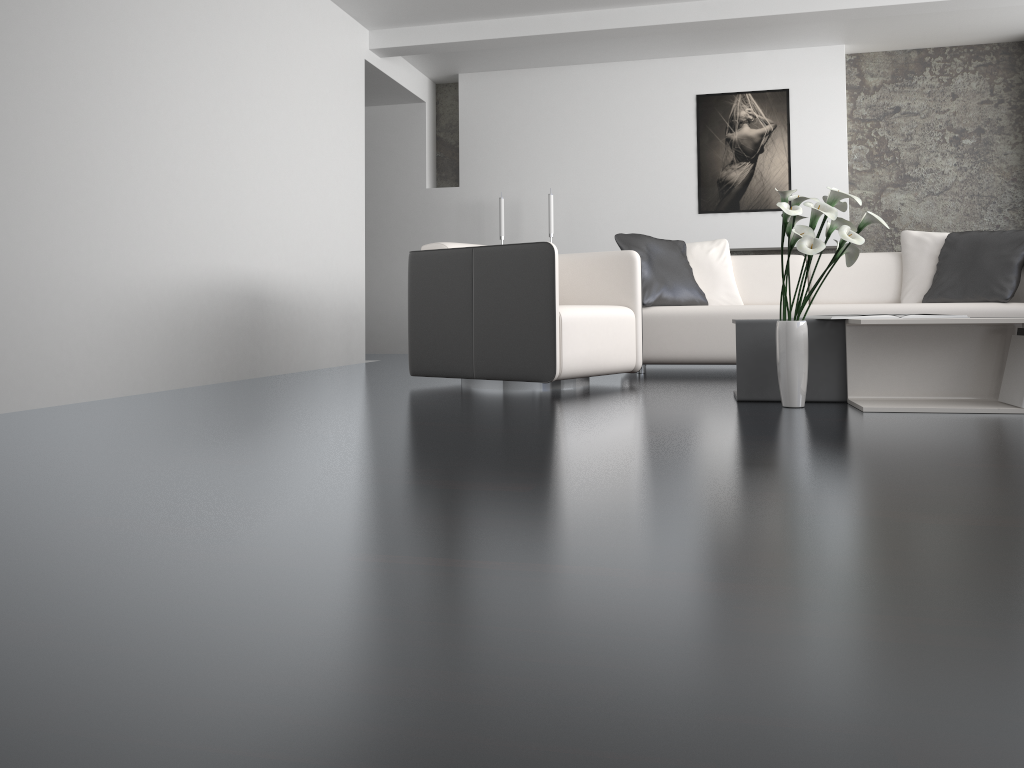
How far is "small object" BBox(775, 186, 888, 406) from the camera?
2.95m

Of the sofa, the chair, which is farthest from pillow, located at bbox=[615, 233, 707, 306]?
the chair

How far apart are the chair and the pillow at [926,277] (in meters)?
1.85

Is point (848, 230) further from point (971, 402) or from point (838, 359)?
point (971, 402)

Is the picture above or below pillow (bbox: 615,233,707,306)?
above

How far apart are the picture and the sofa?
1.8m

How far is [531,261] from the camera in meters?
3.8

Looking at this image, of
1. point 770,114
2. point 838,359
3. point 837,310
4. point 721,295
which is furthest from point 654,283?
point 770,114

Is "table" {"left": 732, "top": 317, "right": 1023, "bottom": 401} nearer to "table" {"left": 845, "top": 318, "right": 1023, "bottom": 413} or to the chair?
"table" {"left": 845, "top": 318, "right": 1023, "bottom": 413}

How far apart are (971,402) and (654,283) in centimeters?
216cm
